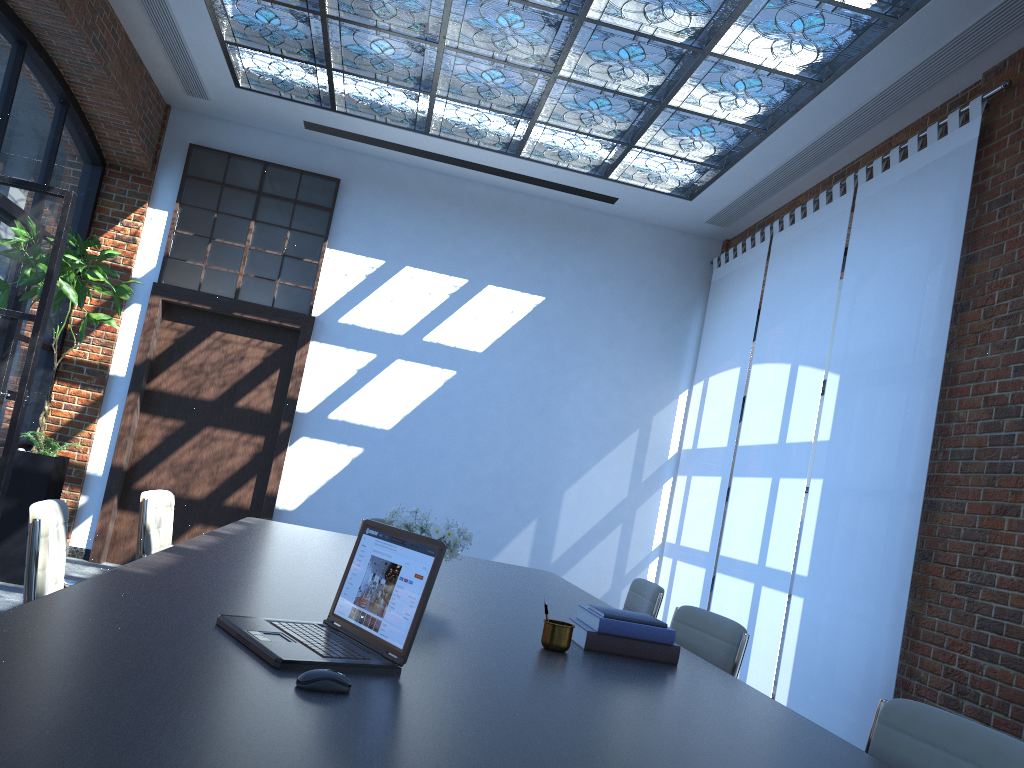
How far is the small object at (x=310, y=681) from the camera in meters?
1.5 m

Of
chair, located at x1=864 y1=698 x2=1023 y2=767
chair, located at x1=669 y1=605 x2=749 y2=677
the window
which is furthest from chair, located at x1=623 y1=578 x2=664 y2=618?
the window

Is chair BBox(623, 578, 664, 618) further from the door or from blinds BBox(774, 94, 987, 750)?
the door

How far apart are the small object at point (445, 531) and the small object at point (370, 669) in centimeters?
79cm

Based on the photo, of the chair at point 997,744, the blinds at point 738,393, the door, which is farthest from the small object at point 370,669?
the door

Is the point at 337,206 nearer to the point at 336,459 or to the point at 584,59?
the point at 336,459

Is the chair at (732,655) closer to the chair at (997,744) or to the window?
the chair at (997,744)

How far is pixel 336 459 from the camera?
7.86m

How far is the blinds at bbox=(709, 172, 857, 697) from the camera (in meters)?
5.90

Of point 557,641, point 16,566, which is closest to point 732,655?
point 557,641
